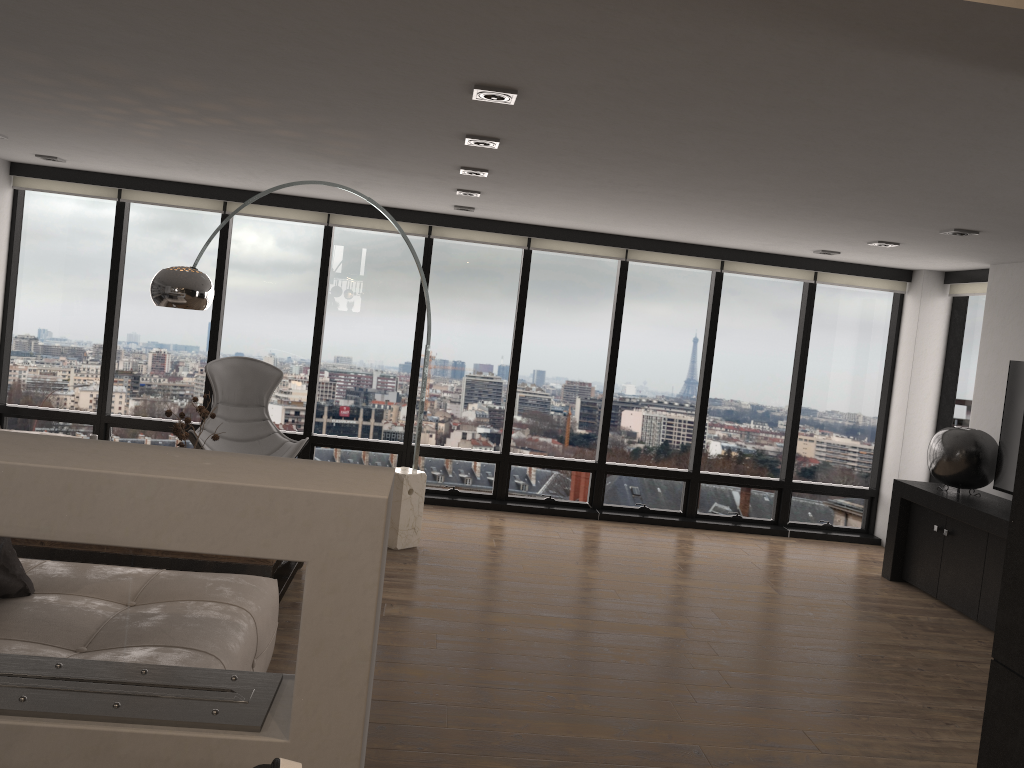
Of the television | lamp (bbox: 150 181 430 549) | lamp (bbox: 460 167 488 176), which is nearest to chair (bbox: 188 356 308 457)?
lamp (bbox: 150 181 430 549)

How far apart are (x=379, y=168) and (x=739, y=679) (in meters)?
3.47

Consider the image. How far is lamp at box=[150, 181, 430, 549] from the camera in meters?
4.5 m

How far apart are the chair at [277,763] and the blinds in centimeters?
696cm

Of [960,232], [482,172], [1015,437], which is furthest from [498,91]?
[1015,437]

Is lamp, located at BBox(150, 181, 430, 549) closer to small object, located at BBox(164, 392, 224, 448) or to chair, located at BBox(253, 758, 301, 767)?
small object, located at BBox(164, 392, 224, 448)

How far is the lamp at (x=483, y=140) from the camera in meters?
4.0 m

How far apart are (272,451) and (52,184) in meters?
2.9

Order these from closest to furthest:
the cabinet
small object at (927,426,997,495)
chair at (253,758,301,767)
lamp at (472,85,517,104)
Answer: chair at (253,758,301,767) < lamp at (472,85,517,104) < the cabinet < small object at (927,426,997,495)

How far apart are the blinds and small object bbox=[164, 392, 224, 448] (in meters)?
2.81
